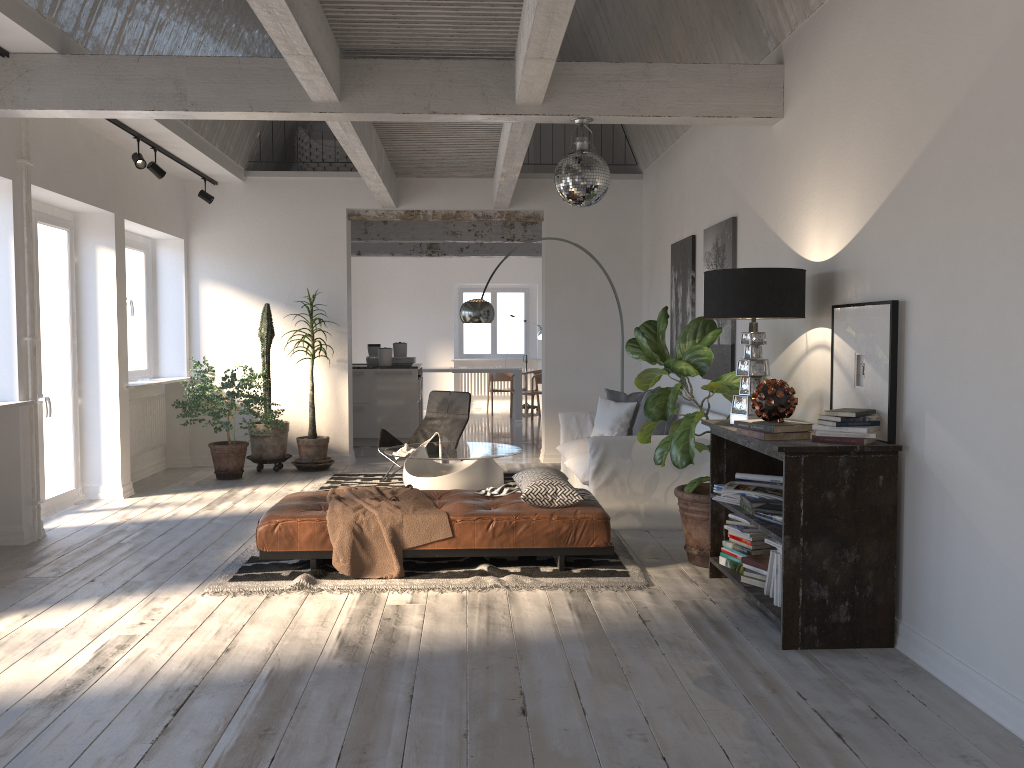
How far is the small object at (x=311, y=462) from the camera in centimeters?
893cm

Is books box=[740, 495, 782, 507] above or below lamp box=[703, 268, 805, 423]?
below

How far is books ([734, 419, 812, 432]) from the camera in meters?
4.0

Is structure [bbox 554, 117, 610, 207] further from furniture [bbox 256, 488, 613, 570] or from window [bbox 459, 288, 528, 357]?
window [bbox 459, 288, 528, 357]

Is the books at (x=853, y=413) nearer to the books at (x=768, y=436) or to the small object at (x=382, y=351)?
the books at (x=768, y=436)

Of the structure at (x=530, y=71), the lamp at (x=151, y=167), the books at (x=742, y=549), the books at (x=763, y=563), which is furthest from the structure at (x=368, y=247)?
the books at (x=763, y=563)

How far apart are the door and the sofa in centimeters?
399cm

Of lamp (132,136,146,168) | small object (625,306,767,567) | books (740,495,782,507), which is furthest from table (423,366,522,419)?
books (740,495,782,507)

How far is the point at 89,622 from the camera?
4.2 meters

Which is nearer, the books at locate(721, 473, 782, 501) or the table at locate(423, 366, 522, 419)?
the books at locate(721, 473, 782, 501)
